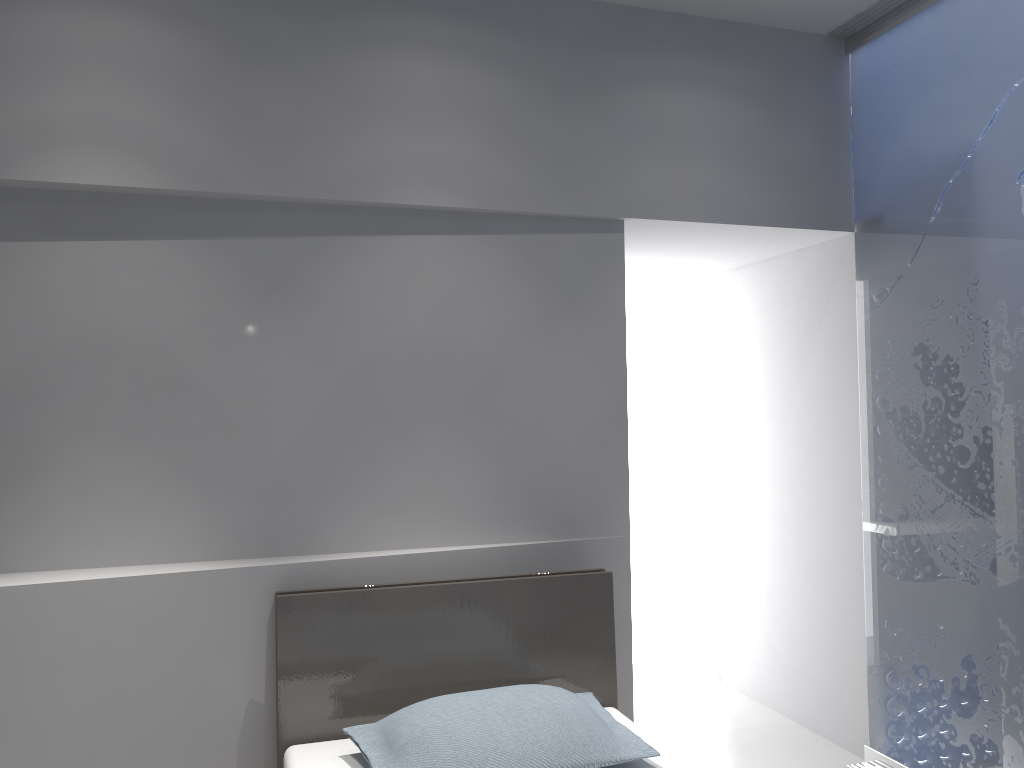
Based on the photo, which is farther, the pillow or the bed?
the bed

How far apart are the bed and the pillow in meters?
0.0 m

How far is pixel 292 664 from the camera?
2.5m

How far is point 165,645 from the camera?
2.5 meters

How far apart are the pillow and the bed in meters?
0.0 m

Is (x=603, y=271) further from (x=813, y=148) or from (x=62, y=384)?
(x=62, y=384)

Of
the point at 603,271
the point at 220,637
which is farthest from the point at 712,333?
the point at 220,637

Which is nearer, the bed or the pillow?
the pillow

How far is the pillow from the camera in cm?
213

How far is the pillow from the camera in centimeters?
213cm
